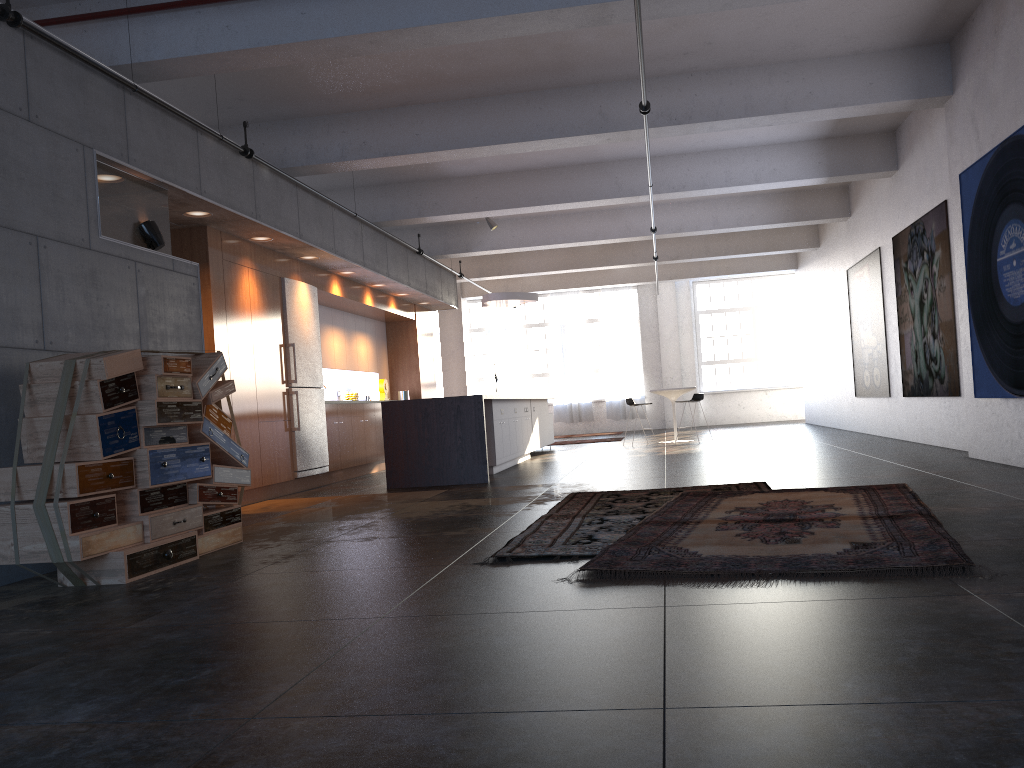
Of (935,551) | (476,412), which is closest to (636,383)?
(476,412)

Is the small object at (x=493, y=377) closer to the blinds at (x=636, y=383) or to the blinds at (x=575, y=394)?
the blinds at (x=575, y=394)

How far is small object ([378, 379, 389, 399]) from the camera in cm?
1446

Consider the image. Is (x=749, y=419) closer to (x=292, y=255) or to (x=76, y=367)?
(x=292, y=255)

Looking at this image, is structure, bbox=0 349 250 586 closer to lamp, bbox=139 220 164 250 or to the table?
lamp, bbox=139 220 164 250

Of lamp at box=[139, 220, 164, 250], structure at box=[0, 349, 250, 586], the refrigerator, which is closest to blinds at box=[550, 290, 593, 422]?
the refrigerator

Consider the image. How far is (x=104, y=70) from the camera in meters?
6.1

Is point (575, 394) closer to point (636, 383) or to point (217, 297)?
point (636, 383)

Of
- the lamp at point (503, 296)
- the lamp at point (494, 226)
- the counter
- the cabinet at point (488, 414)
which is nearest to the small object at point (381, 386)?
the lamp at point (503, 296)

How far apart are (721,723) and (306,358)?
9.0m
